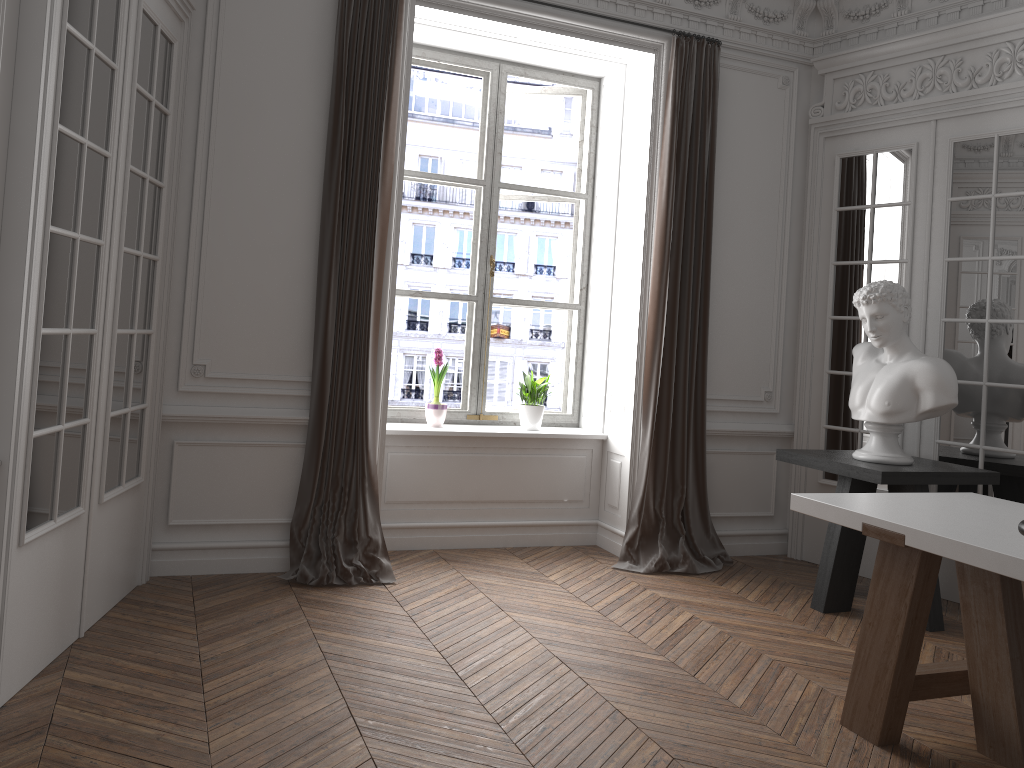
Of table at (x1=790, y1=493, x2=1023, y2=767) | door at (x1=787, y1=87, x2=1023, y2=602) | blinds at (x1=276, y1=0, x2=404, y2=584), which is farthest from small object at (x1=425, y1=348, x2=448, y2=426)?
table at (x1=790, y1=493, x2=1023, y2=767)

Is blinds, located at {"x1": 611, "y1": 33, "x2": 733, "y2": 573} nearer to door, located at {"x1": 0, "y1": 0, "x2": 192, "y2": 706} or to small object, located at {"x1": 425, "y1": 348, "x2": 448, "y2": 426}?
small object, located at {"x1": 425, "y1": 348, "x2": 448, "y2": 426}

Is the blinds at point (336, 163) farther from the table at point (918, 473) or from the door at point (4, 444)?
the table at point (918, 473)

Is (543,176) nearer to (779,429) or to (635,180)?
(635,180)

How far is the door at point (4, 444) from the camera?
2.65m

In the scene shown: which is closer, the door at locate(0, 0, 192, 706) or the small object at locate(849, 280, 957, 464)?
the door at locate(0, 0, 192, 706)

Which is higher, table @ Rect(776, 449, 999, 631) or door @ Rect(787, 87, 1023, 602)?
door @ Rect(787, 87, 1023, 602)

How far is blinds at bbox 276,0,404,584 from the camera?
4.4m

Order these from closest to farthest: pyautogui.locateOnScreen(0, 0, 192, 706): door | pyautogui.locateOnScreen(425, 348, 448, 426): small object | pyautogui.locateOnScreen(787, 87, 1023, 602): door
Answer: pyautogui.locateOnScreen(0, 0, 192, 706): door → pyautogui.locateOnScreen(787, 87, 1023, 602): door → pyautogui.locateOnScreen(425, 348, 448, 426): small object

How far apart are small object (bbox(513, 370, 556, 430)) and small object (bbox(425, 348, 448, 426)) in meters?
0.5 m
